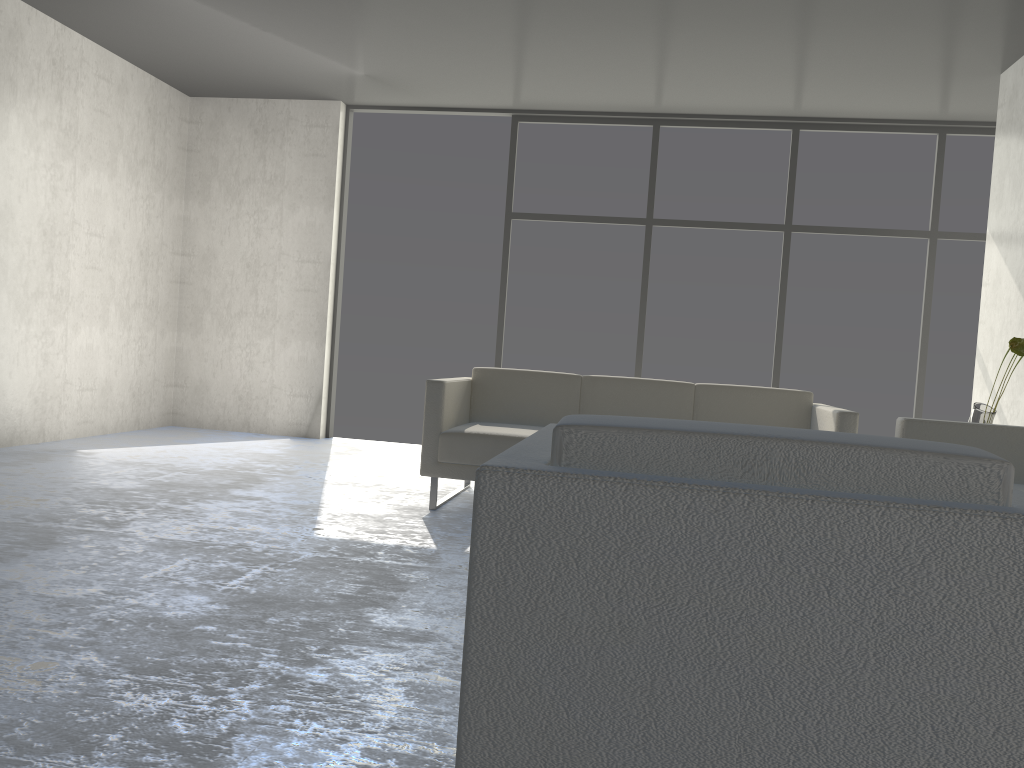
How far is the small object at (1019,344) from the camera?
3.49m

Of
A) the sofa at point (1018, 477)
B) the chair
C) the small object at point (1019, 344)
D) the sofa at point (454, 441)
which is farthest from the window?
the chair

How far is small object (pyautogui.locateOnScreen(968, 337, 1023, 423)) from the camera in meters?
3.5

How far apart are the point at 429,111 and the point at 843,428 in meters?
4.1 m

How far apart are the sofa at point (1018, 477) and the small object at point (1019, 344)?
0.3 meters

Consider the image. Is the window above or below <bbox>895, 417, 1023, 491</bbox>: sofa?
above

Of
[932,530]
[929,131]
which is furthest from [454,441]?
[929,131]

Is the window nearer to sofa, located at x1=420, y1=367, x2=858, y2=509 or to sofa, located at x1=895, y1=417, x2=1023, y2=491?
sofa, located at x1=420, y1=367, x2=858, y2=509

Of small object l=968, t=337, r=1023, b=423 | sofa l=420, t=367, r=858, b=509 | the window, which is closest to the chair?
sofa l=420, t=367, r=858, b=509

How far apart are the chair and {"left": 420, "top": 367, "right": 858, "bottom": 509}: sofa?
2.3 meters
